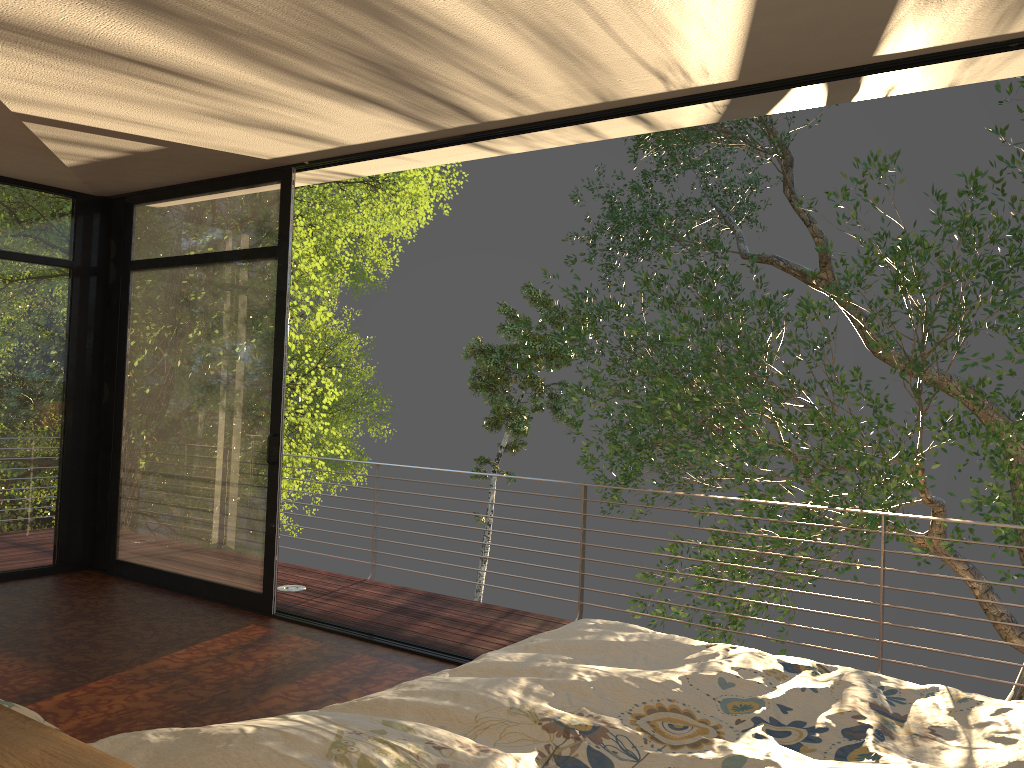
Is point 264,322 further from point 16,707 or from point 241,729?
point 16,707

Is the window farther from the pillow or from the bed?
the pillow

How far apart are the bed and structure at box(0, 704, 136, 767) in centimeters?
62cm

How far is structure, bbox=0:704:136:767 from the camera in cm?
65

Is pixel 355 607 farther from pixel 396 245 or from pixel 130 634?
pixel 396 245

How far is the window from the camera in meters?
5.1

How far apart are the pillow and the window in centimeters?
392cm

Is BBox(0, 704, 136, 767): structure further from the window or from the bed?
the window

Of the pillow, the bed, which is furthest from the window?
the pillow

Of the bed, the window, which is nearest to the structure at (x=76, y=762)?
the bed
